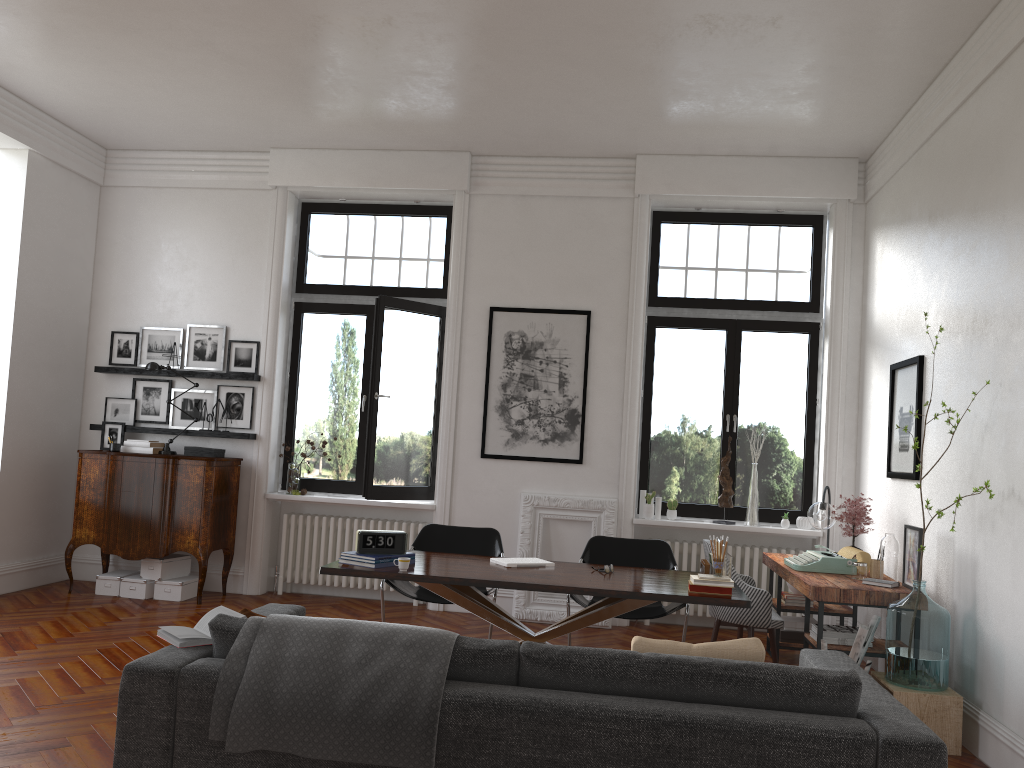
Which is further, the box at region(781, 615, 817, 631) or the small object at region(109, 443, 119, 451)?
the small object at region(109, 443, 119, 451)

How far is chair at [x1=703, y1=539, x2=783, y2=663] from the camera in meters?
5.6 m

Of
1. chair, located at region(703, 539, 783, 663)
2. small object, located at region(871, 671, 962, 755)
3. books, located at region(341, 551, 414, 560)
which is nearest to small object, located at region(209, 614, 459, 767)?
books, located at region(341, 551, 414, 560)

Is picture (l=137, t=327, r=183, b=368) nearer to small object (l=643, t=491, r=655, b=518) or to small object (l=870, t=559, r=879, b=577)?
small object (l=643, t=491, r=655, b=518)

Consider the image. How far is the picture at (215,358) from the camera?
8.03m

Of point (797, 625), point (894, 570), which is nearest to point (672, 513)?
point (797, 625)

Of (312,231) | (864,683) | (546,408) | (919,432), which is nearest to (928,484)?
(919,432)

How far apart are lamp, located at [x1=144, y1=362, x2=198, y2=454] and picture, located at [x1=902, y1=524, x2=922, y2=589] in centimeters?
587cm

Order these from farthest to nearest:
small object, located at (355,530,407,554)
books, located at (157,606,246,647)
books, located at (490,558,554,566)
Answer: Result: books, located at (490,558,554,566)
small object, located at (355,530,407,554)
books, located at (157,606,246,647)

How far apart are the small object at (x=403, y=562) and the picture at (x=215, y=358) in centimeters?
405cm
